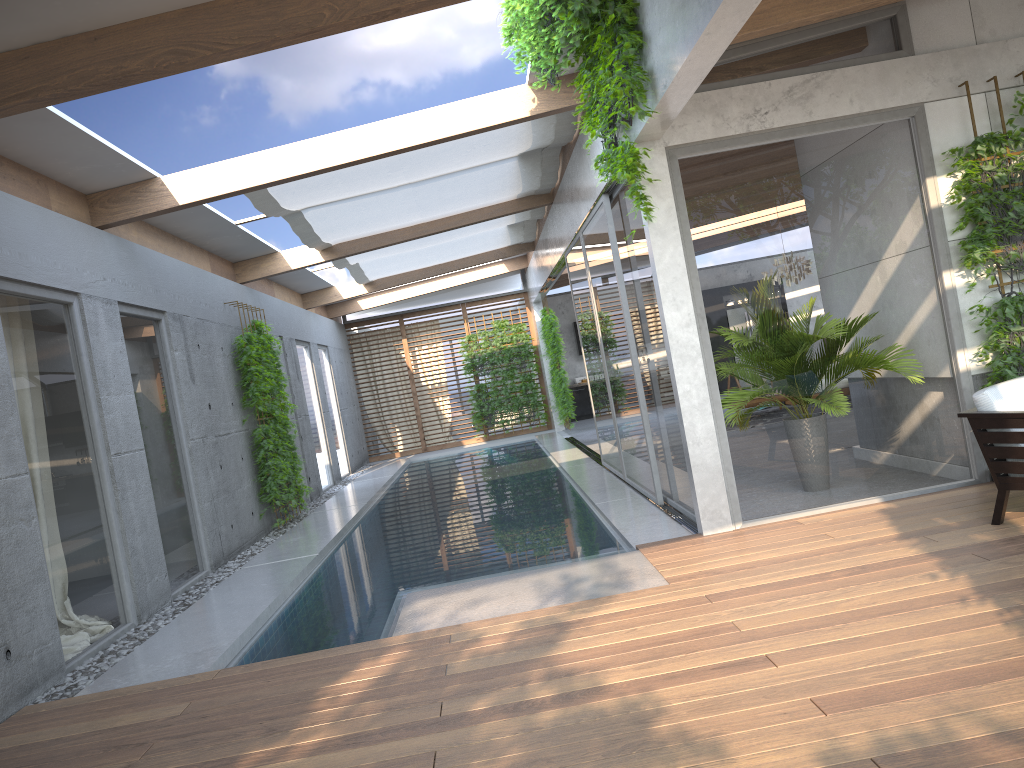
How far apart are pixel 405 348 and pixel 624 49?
14.66m

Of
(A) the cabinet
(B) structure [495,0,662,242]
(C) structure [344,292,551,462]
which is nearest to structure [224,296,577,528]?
(C) structure [344,292,551,462]

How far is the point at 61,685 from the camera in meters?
5.2 m

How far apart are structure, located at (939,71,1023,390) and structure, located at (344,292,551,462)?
13.74m

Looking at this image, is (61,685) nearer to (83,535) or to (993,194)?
(83,535)

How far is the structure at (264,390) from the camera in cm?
1015

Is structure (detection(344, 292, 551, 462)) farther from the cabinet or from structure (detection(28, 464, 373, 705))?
the cabinet

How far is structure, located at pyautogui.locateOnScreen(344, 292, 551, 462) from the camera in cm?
1947

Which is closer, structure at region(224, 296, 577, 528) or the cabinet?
structure at region(224, 296, 577, 528)

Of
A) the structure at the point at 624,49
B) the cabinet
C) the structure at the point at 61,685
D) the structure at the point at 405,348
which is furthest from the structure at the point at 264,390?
the structure at the point at 624,49
